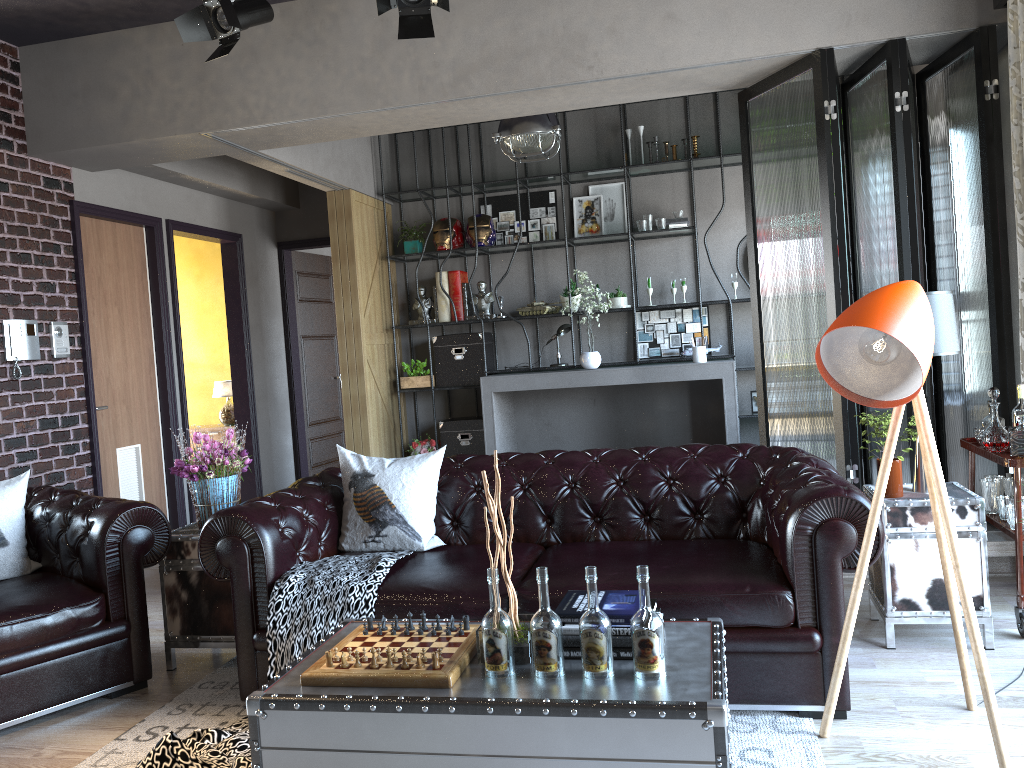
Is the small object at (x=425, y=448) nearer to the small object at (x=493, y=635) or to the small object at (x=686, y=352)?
the small object at (x=686, y=352)

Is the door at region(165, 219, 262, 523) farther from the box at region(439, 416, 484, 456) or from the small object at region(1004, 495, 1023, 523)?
the small object at region(1004, 495, 1023, 523)

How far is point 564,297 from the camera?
7.9 meters

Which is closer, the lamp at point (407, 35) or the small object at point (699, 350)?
the lamp at point (407, 35)

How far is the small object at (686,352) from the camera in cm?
780

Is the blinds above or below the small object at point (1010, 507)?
above

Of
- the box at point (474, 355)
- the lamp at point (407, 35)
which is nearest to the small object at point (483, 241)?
the box at point (474, 355)

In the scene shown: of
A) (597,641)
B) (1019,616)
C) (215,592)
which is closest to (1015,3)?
(1019,616)

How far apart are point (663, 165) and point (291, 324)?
4.0 meters

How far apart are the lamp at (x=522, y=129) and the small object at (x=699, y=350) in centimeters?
209cm
